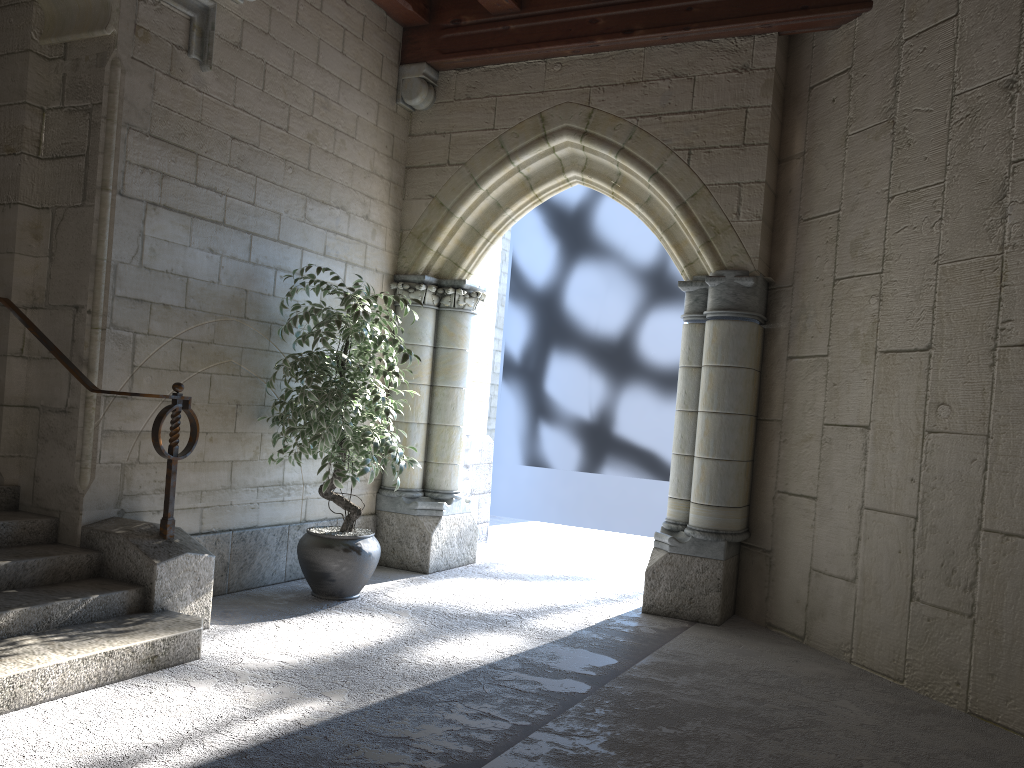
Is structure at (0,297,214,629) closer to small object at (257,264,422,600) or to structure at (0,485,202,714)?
structure at (0,485,202,714)

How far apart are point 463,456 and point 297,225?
1.73m

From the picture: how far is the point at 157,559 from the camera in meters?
3.3 m

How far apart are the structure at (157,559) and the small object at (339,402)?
0.50m

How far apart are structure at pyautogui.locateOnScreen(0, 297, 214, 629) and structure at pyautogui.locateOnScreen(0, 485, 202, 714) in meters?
0.0 m

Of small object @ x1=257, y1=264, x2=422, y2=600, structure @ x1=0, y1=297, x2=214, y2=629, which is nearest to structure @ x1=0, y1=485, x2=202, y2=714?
structure @ x1=0, y1=297, x2=214, y2=629

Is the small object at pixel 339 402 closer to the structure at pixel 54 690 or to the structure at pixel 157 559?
the structure at pixel 157 559

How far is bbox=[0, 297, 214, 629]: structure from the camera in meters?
3.3

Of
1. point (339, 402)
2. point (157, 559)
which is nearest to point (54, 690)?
point (157, 559)

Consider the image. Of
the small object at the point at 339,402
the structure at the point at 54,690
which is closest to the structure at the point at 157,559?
the structure at the point at 54,690
